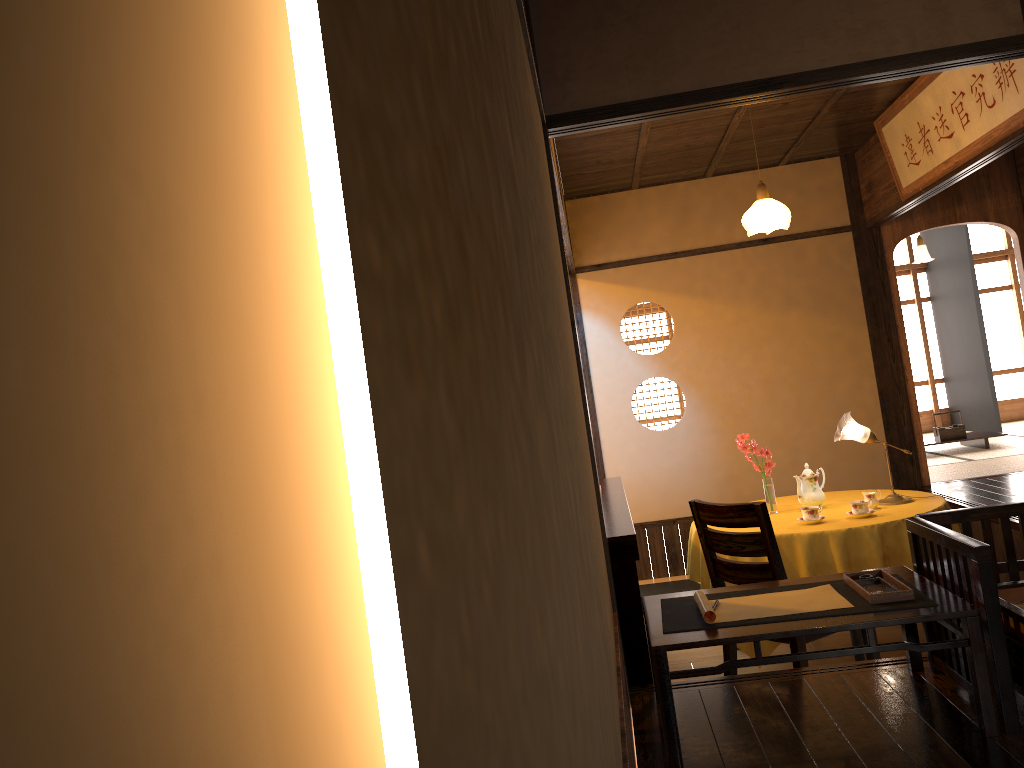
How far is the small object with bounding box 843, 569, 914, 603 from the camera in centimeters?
255cm

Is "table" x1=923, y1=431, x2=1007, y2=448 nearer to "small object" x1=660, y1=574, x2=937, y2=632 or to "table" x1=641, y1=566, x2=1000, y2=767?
"table" x1=641, y1=566, x2=1000, y2=767

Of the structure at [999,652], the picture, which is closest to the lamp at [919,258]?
the picture

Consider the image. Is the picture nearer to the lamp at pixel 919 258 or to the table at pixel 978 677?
the table at pixel 978 677

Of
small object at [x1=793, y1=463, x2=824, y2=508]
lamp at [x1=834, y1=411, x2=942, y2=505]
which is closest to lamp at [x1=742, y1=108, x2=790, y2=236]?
lamp at [x1=834, y1=411, x2=942, y2=505]

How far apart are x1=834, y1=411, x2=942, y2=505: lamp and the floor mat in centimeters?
151cm

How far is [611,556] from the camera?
3.2 meters

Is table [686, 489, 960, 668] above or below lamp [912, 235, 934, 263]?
below

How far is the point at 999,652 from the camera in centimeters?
238cm

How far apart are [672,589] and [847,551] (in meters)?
2.43
